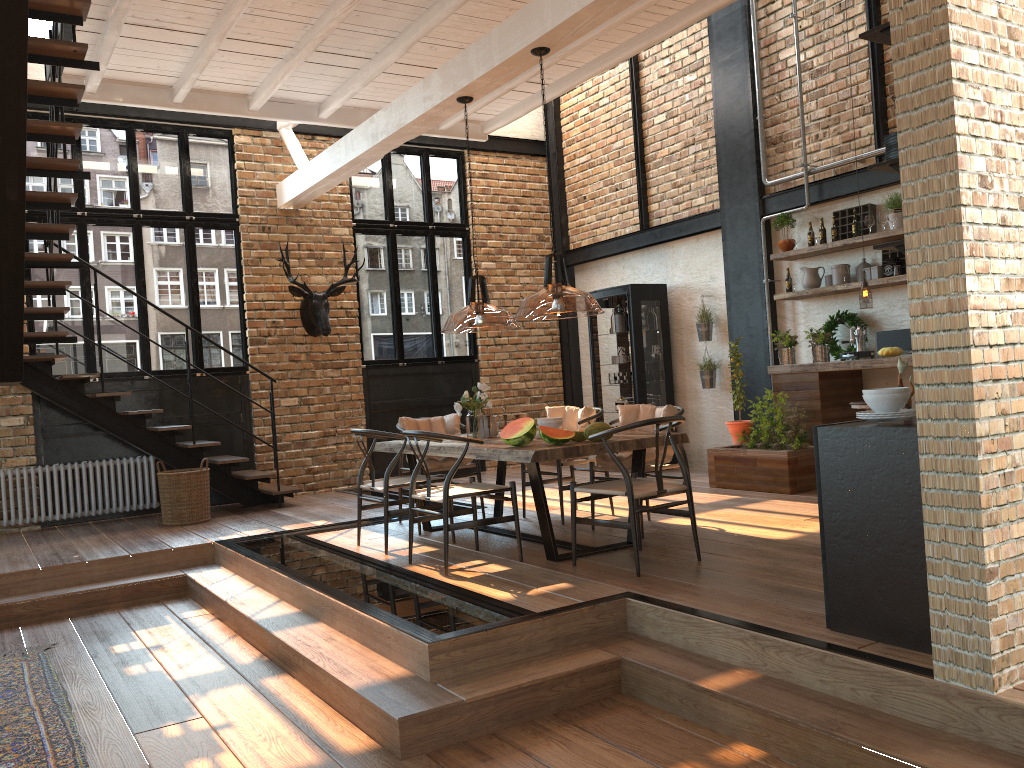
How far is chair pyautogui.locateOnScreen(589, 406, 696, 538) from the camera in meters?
6.4

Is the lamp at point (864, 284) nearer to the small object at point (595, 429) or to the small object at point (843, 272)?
the small object at point (843, 272)

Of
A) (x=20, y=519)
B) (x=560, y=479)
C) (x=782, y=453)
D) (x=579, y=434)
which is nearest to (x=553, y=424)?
(x=579, y=434)

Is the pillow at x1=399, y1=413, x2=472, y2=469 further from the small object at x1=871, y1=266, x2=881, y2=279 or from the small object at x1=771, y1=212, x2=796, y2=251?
the small object at x1=871, y1=266, x2=881, y2=279

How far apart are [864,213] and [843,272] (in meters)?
0.56

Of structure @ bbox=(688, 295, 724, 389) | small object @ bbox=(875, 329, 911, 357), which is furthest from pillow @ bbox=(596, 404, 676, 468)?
structure @ bbox=(688, 295, 724, 389)

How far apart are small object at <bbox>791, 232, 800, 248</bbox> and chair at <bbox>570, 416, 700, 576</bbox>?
3.9m

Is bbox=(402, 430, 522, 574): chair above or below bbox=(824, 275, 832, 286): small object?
below

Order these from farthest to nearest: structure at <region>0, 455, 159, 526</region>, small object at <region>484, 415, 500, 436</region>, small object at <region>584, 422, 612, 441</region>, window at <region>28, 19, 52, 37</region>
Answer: window at <region>28, 19, 52, 37</region> → structure at <region>0, 455, 159, 526</region> → small object at <region>484, 415, 500, 436</region> → small object at <region>584, 422, 612, 441</region>

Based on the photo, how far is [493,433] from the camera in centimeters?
658cm
